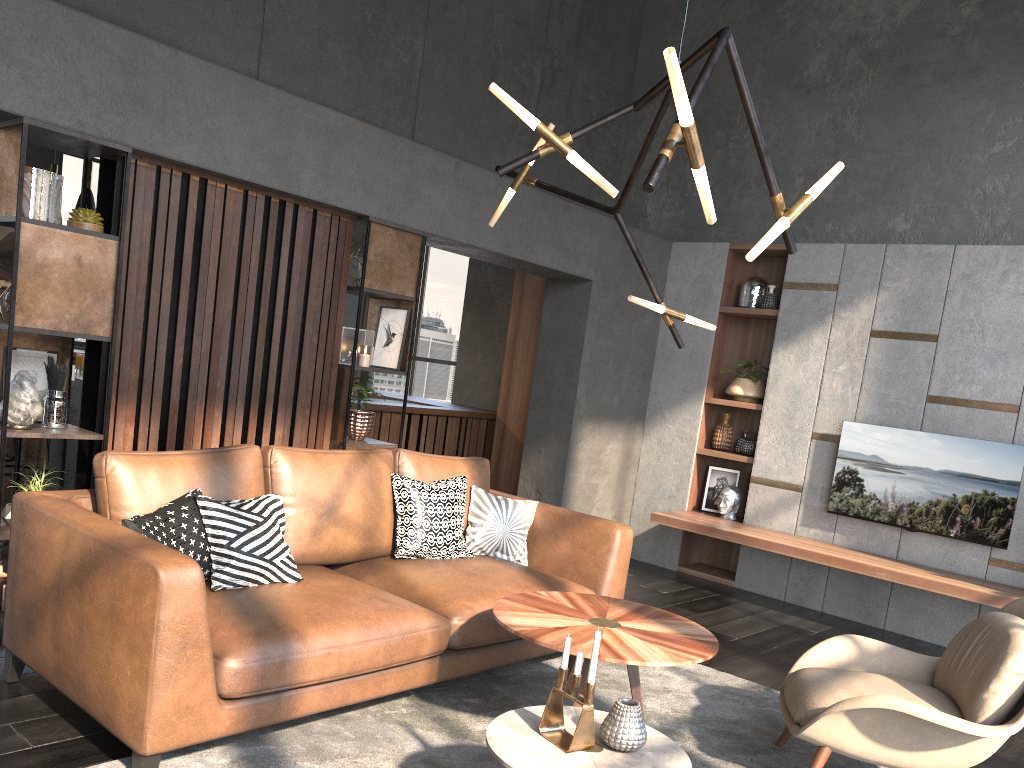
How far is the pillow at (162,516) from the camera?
3.0m

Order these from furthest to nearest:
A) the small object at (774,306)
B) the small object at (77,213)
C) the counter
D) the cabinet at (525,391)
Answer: the cabinet at (525,391)
the counter
the small object at (774,306)
the small object at (77,213)

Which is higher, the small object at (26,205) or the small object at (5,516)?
the small object at (26,205)

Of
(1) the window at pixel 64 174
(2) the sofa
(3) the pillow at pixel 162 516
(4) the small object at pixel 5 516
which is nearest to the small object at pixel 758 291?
(2) the sofa

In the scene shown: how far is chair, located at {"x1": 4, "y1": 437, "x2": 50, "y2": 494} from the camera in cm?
559

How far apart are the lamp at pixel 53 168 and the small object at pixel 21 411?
3.72m

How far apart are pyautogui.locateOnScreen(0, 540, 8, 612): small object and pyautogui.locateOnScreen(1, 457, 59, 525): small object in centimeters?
27cm

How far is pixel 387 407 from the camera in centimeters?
708cm

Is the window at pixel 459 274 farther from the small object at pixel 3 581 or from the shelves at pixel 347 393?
the small object at pixel 3 581

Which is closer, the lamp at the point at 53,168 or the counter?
the lamp at the point at 53,168
